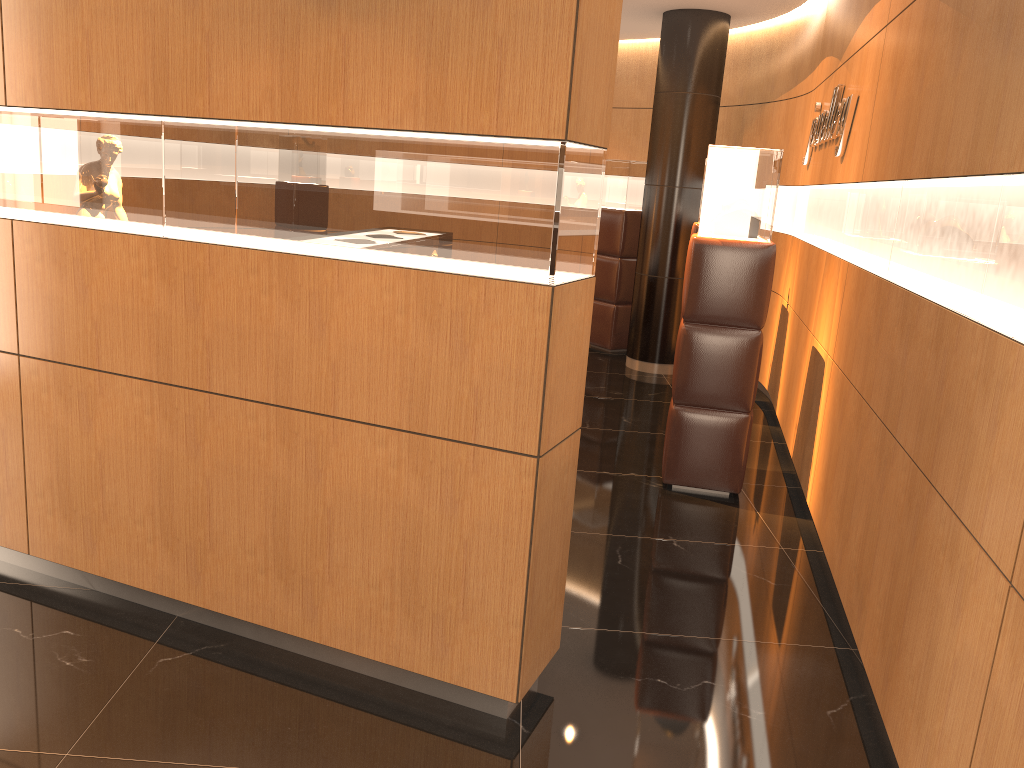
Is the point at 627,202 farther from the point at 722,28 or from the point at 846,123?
the point at 846,123

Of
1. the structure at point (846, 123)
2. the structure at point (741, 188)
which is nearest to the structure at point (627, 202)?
the structure at point (846, 123)

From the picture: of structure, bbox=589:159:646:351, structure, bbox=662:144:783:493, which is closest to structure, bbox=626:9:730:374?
structure, bbox=589:159:646:351

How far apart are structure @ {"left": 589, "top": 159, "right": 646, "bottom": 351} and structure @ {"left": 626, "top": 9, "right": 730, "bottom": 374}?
0.7m

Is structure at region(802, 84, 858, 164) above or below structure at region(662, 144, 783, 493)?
above

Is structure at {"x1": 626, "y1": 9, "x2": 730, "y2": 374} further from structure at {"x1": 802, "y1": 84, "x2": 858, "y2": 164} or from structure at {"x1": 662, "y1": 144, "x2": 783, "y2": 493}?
structure at {"x1": 662, "y1": 144, "x2": 783, "y2": 493}

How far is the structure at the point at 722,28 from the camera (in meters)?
7.93

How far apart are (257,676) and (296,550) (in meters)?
0.45

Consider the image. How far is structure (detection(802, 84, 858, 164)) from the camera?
4.96m

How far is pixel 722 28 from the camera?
7.93m
